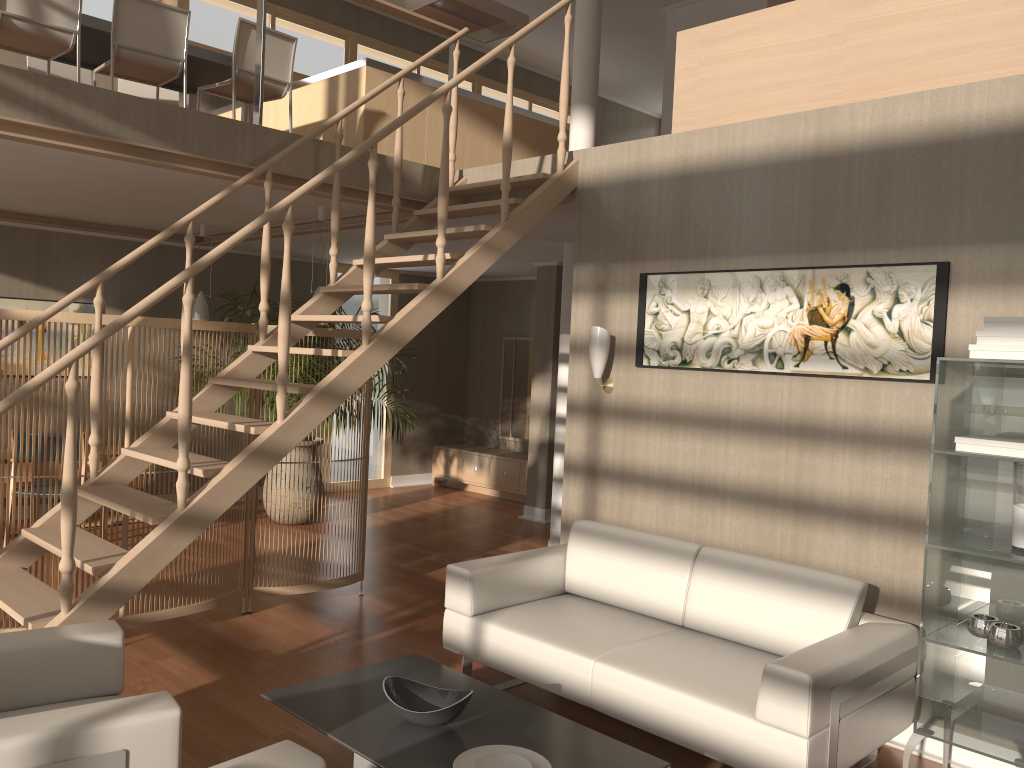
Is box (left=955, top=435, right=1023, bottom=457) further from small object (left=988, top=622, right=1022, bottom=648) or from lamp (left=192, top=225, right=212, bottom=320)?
lamp (left=192, top=225, right=212, bottom=320)

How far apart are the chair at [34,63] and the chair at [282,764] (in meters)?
5.61

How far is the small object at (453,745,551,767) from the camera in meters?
2.7 m

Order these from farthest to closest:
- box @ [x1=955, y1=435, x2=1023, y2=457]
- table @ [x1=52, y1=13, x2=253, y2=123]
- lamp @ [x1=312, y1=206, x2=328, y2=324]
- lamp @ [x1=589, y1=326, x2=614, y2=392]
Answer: lamp @ [x1=312, y1=206, x2=328, y2=324]
table @ [x1=52, y1=13, x2=253, y2=123]
lamp @ [x1=589, y1=326, x2=614, y2=392]
box @ [x1=955, y1=435, x2=1023, y2=457]

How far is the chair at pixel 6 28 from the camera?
4.7 meters

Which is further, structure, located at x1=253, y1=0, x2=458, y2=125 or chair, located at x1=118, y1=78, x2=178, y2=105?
chair, located at x1=118, y1=78, x2=178, y2=105

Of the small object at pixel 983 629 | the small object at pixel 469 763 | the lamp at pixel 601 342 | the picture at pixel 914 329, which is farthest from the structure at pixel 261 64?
the small object at pixel 983 629

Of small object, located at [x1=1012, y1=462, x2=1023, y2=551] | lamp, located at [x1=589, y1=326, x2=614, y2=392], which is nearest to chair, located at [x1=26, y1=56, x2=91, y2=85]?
lamp, located at [x1=589, y1=326, x2=614, y2=392]

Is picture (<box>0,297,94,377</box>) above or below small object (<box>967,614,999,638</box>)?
above

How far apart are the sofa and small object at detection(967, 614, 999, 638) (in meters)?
0.28
